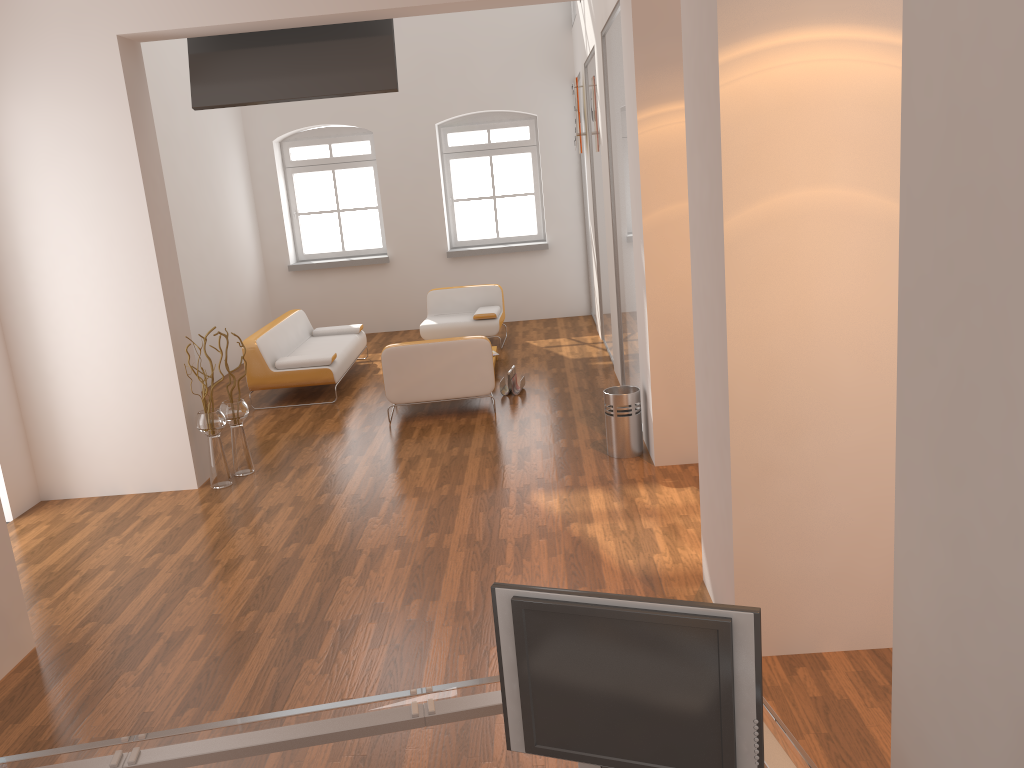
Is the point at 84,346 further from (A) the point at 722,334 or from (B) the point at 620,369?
(A) the point at 722,334

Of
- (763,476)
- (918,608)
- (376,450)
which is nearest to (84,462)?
(376,450)

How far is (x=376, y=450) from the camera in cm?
671

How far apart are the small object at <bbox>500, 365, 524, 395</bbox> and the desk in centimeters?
581cm

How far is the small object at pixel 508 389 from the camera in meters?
8.0

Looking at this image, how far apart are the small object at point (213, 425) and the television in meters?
2.0

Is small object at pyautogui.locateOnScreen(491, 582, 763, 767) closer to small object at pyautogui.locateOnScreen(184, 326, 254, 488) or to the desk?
the desk

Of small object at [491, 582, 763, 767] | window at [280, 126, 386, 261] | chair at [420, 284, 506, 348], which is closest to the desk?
small object at [491, 582, 763, 767]

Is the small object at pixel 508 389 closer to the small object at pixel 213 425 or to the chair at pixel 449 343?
the chair at pixel 449 343

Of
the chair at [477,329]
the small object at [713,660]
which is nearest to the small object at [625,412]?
the chair at [477,329]
